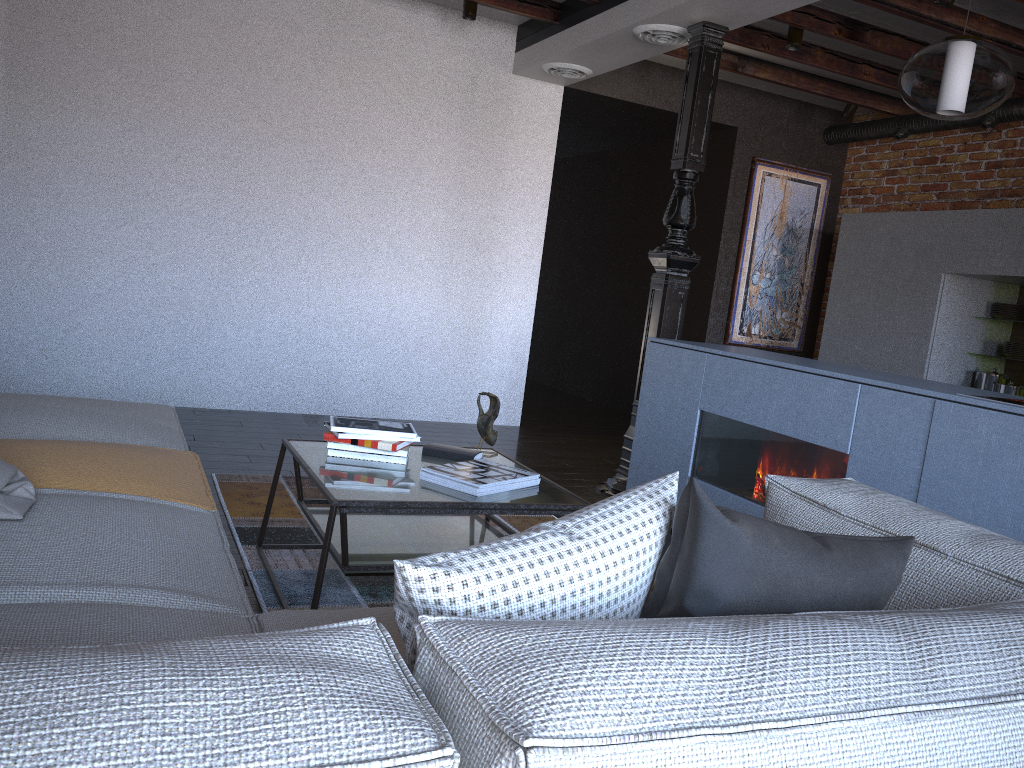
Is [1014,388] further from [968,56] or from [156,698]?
[156,698]

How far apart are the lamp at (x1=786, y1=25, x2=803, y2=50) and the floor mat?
3.09m

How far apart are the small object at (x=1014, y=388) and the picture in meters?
2.0 m

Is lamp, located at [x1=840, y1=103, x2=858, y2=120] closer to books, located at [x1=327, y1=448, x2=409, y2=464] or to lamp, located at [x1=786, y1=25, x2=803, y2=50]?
lamp, located at [x1=786, y1=25, x2=803, y2=50]

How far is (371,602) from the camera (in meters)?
2.65

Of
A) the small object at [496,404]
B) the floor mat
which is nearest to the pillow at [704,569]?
the floor mat

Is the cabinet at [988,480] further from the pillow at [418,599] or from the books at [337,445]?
the pillow at [418,599]

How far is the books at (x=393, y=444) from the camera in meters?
2.7

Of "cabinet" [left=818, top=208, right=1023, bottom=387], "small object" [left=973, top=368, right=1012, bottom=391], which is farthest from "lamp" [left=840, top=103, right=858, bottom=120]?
"small object" [left=973, top=368, right=1012, bottom=391]

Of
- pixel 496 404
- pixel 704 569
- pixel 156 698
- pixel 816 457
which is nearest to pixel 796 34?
pixel 816 457
